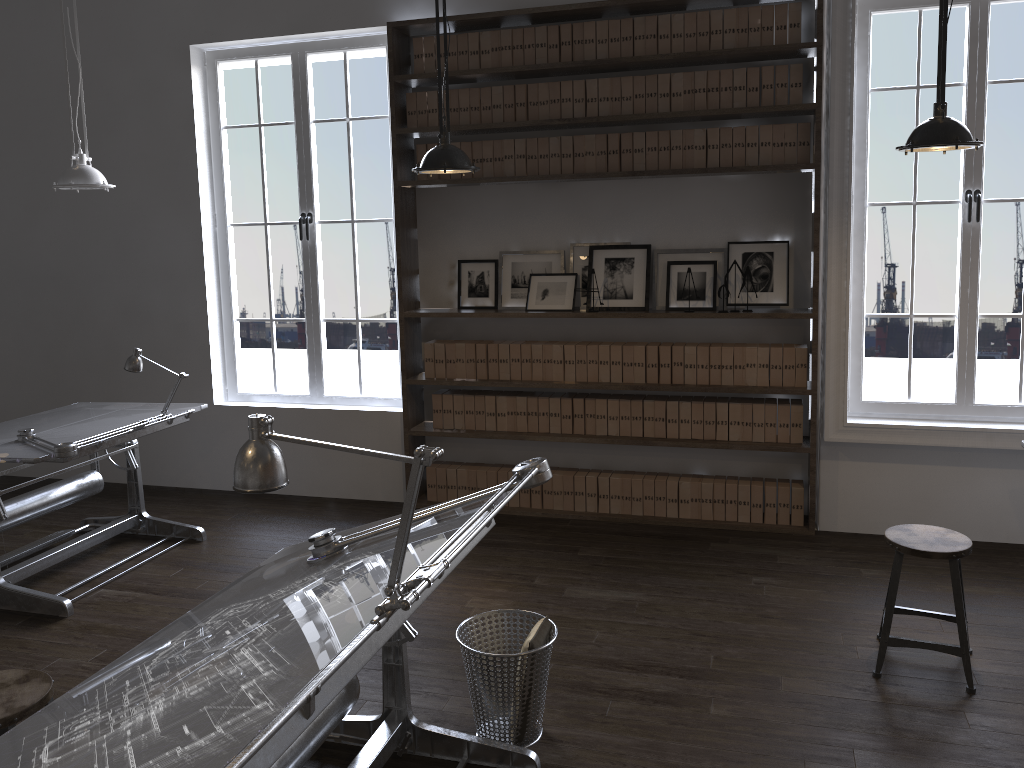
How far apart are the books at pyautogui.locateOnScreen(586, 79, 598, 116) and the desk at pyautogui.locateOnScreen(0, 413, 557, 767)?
2.88m

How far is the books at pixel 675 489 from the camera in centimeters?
527cm

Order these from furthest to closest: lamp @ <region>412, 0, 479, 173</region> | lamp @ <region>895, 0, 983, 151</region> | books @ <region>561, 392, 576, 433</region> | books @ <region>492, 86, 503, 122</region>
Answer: books @ <region>561, 392, 576, 433</region> < books @ <region>492, 86, 503, 122</region> < lamp @ <region>412, 0, 479, 173</region> < lamp @ <region>895, 0, 983, 151</region>

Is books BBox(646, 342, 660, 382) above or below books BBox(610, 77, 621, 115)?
below

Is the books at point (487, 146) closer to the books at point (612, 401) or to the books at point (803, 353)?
the books at point (612, 401)

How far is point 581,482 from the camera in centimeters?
543cm

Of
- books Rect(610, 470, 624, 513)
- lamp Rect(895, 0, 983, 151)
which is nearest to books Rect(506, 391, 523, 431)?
books Rect(610, 470, 624, 513)

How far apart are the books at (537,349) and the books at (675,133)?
1.30m

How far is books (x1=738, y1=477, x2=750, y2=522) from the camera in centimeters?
515cm

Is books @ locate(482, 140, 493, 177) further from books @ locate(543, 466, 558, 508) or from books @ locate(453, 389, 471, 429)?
books @ locate(543, 466, 558, 508)
